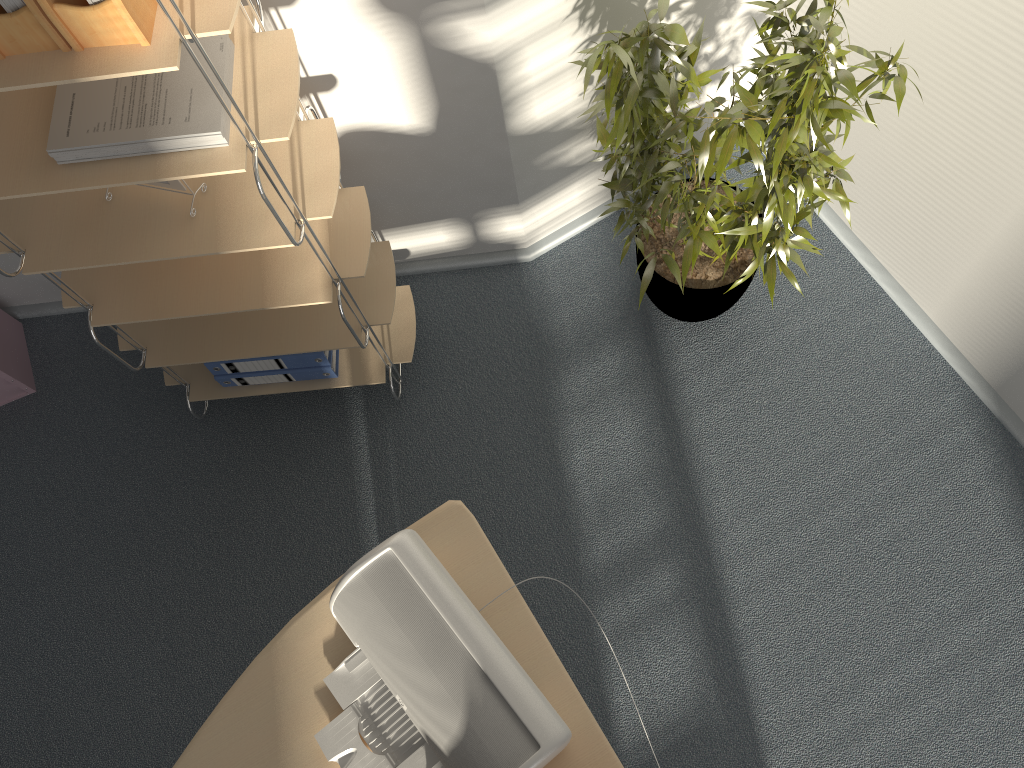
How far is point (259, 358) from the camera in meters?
2.3

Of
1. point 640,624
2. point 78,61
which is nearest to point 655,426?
point 640,624

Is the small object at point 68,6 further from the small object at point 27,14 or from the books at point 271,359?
the books at point 271,359

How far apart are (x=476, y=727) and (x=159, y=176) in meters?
1.0

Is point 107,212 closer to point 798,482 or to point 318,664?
point 318,664

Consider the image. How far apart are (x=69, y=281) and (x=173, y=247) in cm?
46

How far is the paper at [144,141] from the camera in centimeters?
147cm

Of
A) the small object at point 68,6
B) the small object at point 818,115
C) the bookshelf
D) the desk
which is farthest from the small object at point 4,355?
the small object at point 818,115

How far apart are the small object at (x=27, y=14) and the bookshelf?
0.0 meters

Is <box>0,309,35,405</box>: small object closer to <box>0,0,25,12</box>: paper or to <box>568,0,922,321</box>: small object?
<box>0,0,25,12</box>: paper
